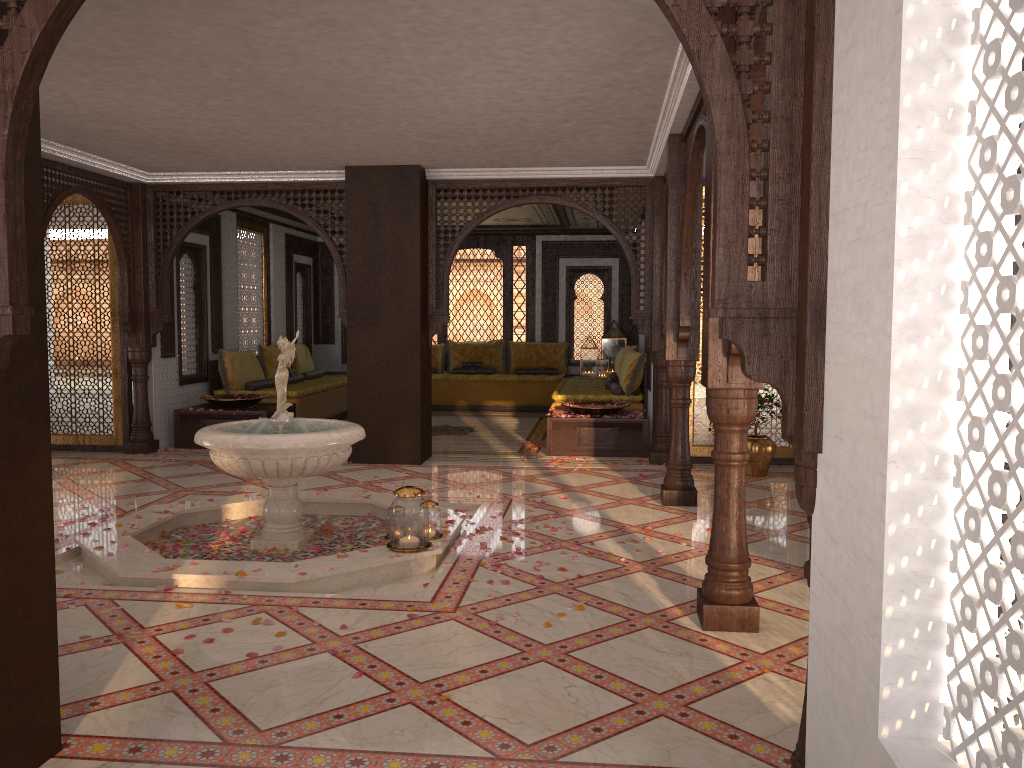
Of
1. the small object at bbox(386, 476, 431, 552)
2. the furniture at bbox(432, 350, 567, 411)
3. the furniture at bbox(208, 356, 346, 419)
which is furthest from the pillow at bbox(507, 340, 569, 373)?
the small object at bbox(386, 476, 431, 552)

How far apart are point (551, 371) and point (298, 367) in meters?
3.9

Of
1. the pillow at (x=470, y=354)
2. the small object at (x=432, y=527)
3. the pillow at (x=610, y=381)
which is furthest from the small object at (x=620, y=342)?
the small object at (x=432, y=527)

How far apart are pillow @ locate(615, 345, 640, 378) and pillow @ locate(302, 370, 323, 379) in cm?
449

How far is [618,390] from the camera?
10.2 meters

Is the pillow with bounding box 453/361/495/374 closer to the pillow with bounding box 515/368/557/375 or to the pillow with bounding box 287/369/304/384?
the pillow with bounding box 515/368/557/375

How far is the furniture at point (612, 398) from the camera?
10.1 meters

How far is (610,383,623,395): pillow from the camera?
10.22m

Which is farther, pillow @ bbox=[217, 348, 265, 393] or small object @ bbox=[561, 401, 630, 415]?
pillow @ bbox=[217, 348, 265, 393]

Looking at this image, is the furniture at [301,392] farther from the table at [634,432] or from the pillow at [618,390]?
the pillow at [618,390]
